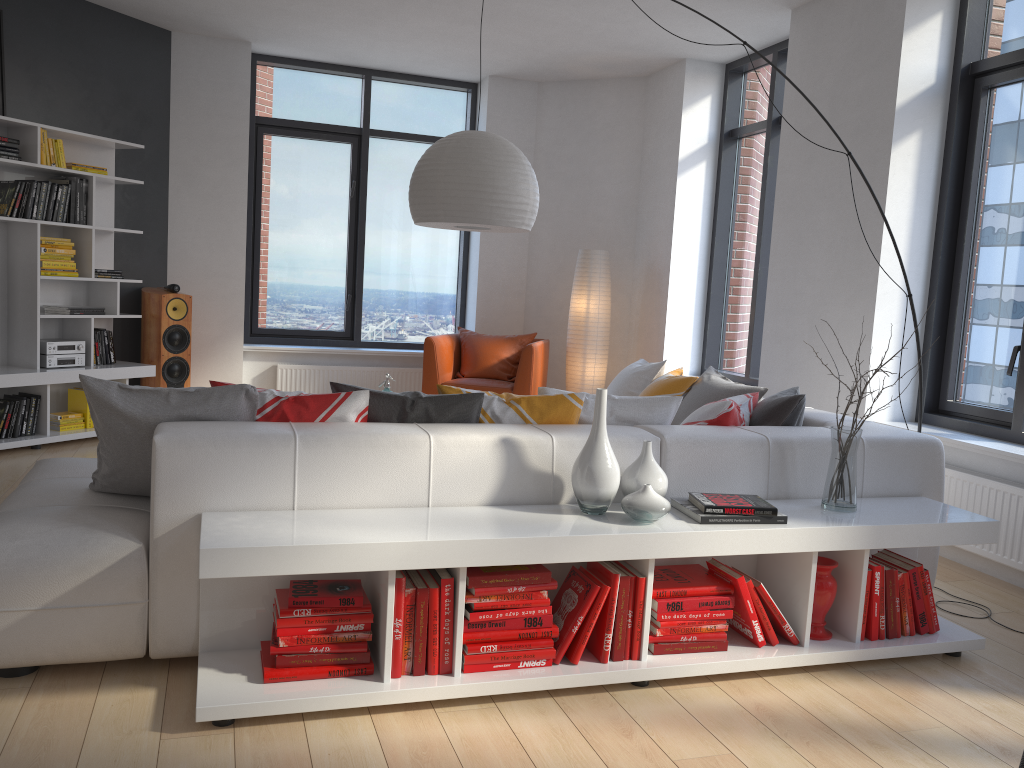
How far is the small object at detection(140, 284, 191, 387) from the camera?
6.48m

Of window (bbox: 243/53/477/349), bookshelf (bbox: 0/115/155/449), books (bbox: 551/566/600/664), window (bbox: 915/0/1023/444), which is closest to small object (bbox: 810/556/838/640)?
books (bbox: 551/566/600/664)

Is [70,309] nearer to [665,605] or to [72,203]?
[72,203]

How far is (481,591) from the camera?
2.6m

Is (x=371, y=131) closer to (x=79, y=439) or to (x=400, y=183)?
(x=400, y=183)

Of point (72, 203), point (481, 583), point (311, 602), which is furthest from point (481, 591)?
point (72, 203)

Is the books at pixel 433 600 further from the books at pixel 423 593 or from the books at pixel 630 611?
the books at pixel 630 611

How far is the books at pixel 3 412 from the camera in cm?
551

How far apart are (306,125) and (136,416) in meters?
5.4

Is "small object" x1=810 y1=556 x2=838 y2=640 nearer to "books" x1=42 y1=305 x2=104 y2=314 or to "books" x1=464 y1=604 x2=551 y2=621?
"books" x1=464 y1=604 x2=551 y2=621
